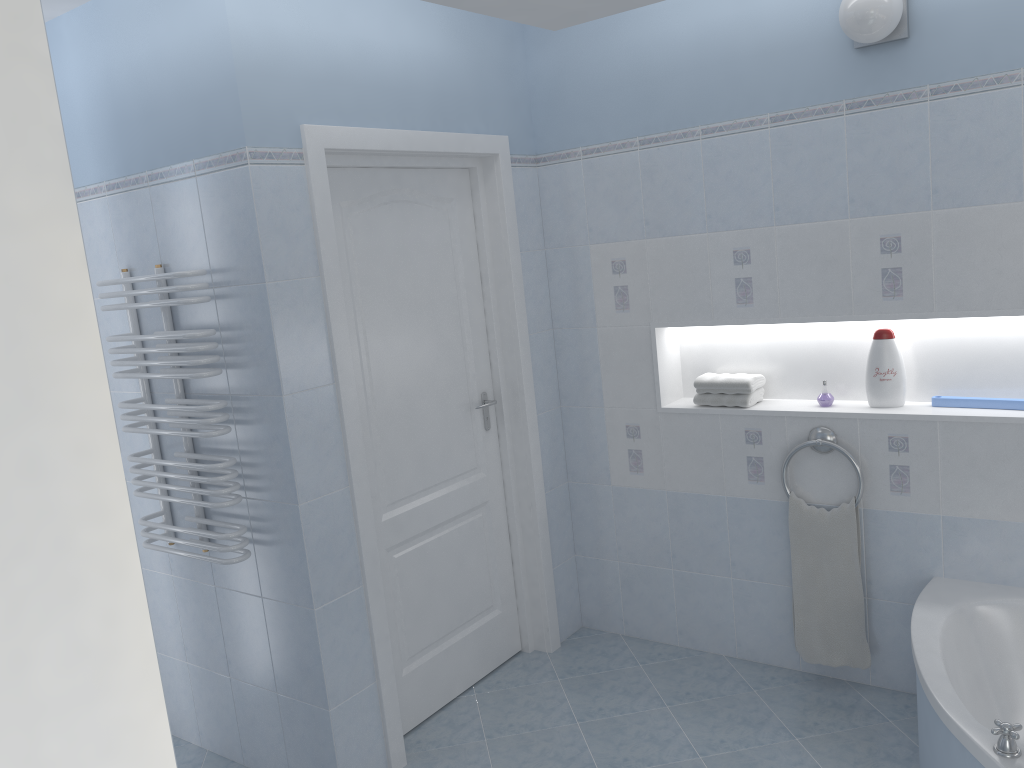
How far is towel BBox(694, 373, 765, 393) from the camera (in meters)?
3.29

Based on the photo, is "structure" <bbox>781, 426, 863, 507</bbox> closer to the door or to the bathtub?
the bathtub

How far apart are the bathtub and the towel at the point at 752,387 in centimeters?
89cm

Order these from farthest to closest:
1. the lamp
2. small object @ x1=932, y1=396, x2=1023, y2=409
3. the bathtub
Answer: small object @ x1=932, y1=396, x2=1023, y2=409, the lamp, the bathtub

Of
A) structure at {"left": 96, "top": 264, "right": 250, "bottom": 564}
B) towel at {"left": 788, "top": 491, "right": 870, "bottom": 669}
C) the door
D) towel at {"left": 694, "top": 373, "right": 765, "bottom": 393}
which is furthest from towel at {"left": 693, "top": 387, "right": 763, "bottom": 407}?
structure at {"left": 96, "top": 264, "right": 250, "bottom": 564}

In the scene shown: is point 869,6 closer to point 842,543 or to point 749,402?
point 749,402

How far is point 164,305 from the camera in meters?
2.6 m

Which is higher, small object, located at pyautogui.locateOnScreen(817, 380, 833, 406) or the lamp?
the lamp

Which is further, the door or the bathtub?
the door

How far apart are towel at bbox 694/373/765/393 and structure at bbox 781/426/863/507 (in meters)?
0.28
